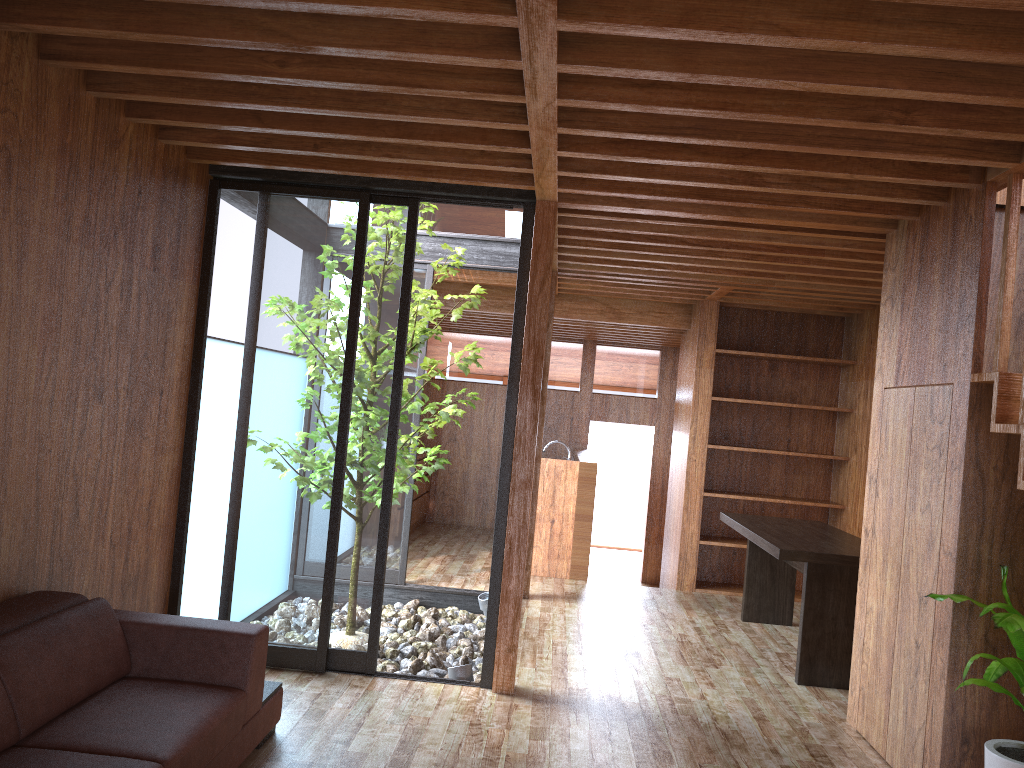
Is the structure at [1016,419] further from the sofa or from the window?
the sofa

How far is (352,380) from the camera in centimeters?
419cm

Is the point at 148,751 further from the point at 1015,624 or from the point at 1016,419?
the point at 1016,419

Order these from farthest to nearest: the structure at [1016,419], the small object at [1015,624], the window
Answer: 1. the window
2. the structure at [1016,419]
3. the small object at [1015,624]

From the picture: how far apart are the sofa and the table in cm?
256

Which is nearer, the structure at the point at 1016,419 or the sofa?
the sofa

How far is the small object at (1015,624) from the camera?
2.58m

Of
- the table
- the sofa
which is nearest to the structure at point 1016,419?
the table

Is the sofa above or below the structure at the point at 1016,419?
below

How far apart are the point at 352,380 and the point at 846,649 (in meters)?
2.90
